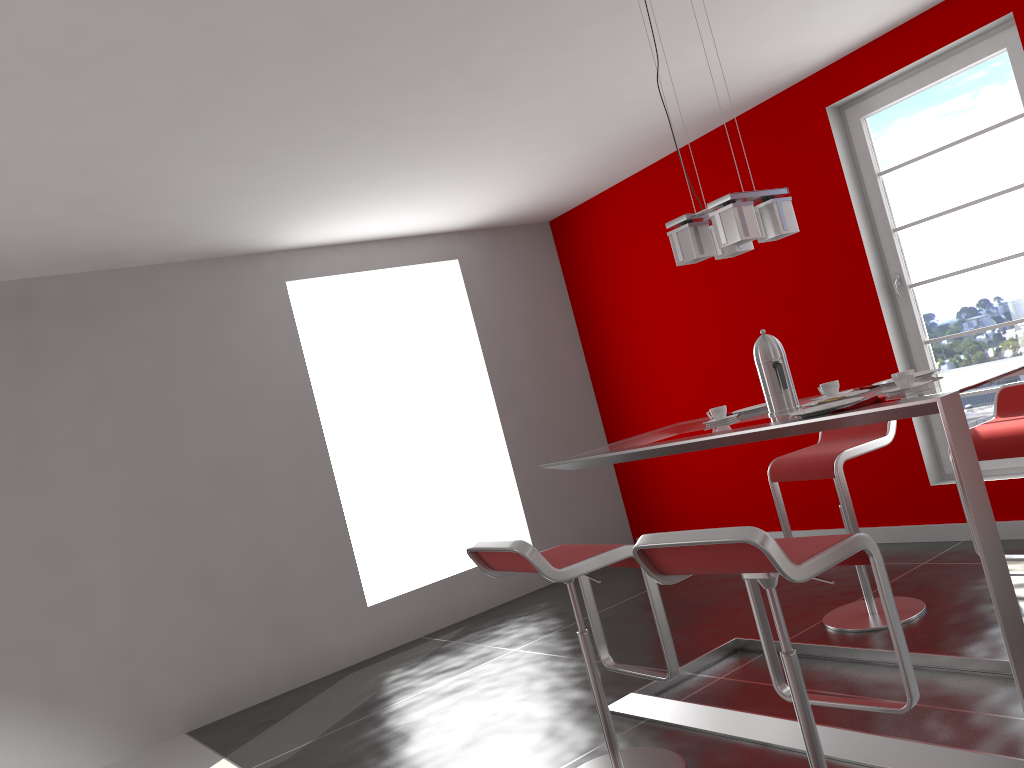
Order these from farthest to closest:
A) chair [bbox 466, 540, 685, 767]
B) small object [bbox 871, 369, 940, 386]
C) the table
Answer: small object [bbox 871, 369, 940, 386] → chair [bbox 466, 540, 685, 767] → the table

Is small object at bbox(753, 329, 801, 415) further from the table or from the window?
the window

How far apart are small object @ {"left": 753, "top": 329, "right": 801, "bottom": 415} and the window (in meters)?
2.07

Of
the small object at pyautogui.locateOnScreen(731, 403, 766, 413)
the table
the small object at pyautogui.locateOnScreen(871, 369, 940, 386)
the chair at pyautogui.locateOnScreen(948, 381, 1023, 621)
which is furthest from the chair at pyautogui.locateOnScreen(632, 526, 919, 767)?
the chair at pyautogui.locateOnScreen(948, 381, 1023, 621)

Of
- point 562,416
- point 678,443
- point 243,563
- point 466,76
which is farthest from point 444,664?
point 466,76

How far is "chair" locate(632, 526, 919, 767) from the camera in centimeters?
194cm

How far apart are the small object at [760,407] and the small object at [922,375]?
0.5m

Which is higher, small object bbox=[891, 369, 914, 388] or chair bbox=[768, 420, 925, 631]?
small object bbox=[891, 369, 914, 388]

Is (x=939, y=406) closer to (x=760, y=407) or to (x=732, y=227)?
(x=732, y=227)

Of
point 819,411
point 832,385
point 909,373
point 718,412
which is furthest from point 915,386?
point 718,412
